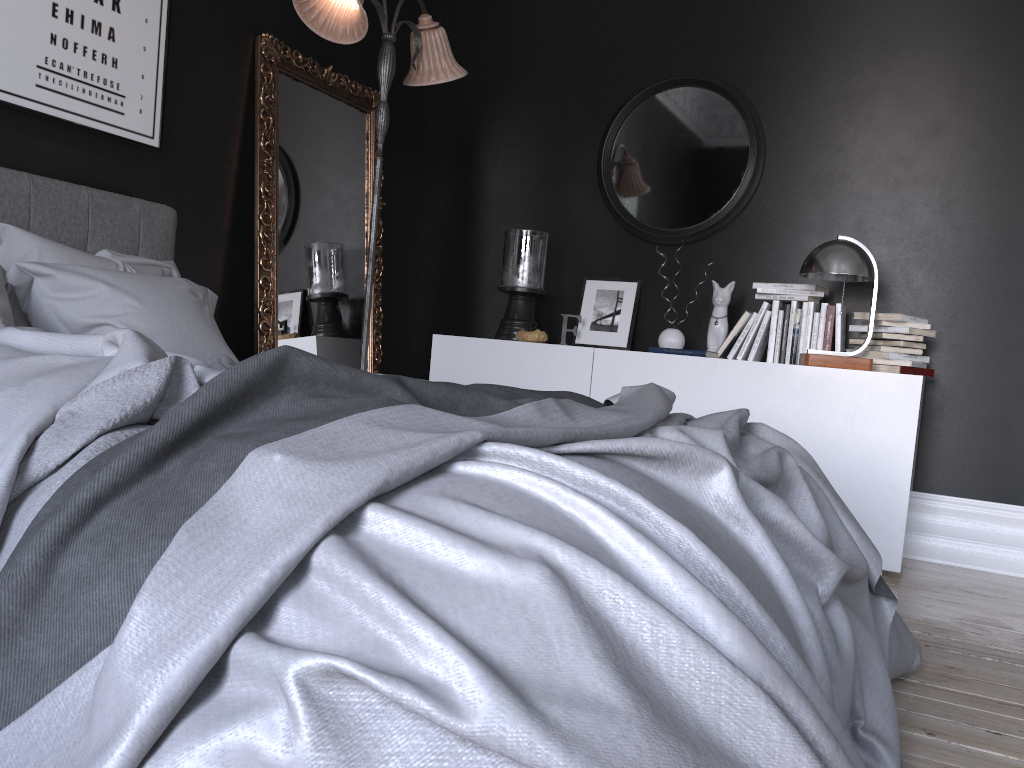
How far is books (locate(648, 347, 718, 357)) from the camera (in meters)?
4.13

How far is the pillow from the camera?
2.7m

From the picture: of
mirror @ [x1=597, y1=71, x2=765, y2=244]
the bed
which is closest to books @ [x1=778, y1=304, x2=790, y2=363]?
mirror @ [x1=597, y1=71, x2=765, y2=244]

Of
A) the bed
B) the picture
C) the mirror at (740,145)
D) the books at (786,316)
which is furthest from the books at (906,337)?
the picture

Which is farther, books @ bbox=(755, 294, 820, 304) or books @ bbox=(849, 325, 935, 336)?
books @ bbox=(755, 294, 820, 304)

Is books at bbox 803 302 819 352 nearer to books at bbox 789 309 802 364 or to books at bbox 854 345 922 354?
books at bbox 789 309 802 364

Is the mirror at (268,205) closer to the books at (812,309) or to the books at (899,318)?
the books at (812,309)

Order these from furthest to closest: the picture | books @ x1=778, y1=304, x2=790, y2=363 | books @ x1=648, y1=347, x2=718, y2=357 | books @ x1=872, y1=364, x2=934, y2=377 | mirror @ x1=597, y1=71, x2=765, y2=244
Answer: mirror @ x1=597, y1=71, x2=765, y2=244, books @ x1=778, y1=304, x2=790, y2=363, books @ x1=648, y1=347, x2=718, y2=357, books @ x1=872, y1=364, x2=934, y2=377, the picture

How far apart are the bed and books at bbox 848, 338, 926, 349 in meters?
1.8

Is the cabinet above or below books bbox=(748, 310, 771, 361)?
below
